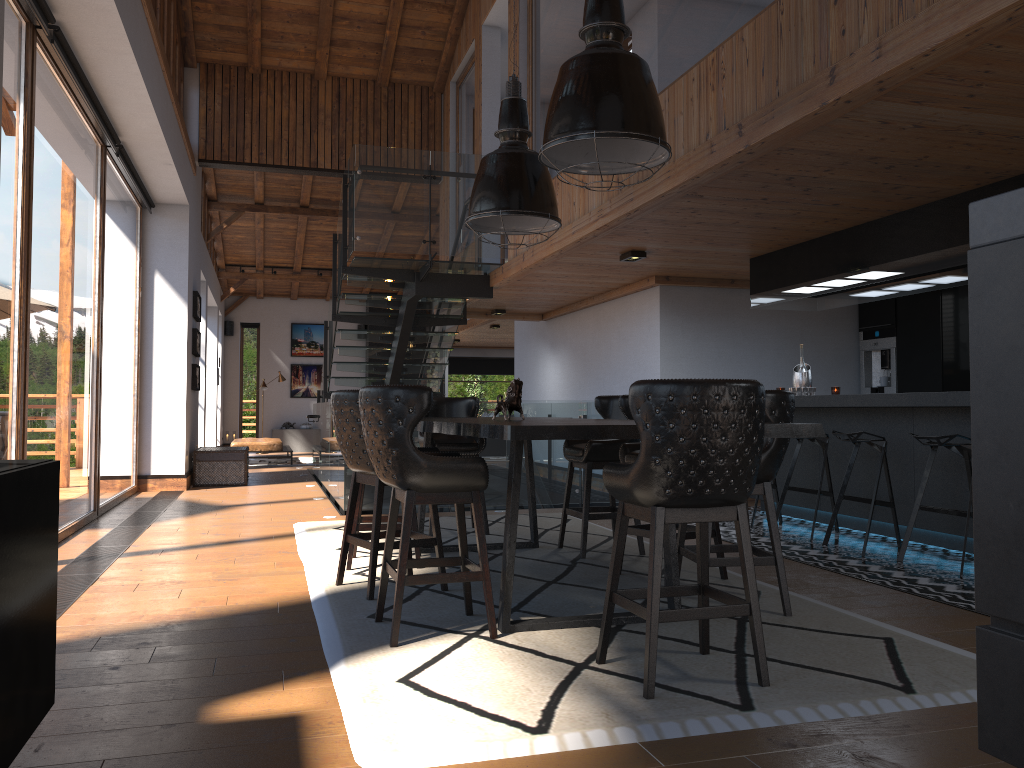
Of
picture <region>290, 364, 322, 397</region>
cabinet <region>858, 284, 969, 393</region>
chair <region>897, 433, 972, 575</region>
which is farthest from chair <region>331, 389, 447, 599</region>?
picture <region>290, 364, 322, 397</region>

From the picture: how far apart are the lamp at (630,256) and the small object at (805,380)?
1.65m

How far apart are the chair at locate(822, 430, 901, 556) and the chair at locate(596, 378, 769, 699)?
3.0m

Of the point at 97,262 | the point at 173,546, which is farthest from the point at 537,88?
the point at 173,546

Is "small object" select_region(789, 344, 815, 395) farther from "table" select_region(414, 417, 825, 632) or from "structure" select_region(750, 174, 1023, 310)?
"table" select_region(414, 417, 825, 632)

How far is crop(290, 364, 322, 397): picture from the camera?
21.54m

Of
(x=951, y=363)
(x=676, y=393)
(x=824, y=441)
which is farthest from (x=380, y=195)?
(x=676, y=393)

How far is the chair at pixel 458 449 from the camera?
6.84m

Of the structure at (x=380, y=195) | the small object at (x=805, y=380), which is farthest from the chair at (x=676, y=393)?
the structure at (x=380, y=195)

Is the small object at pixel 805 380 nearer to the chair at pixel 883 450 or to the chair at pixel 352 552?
the chair at pixel 883 450
